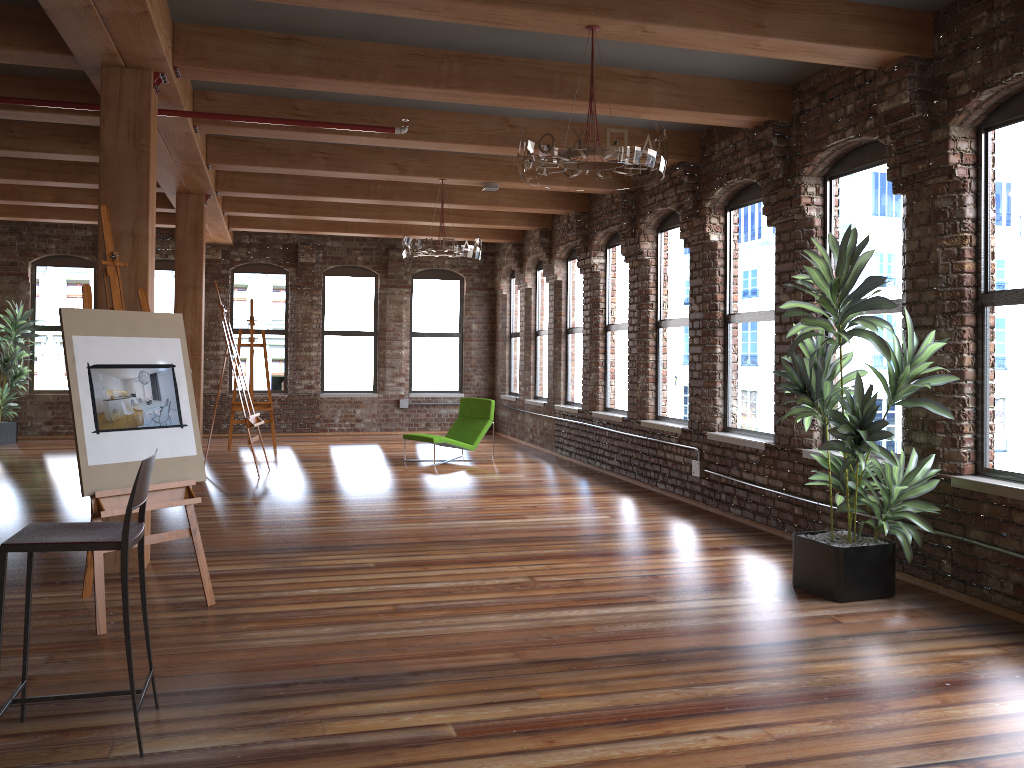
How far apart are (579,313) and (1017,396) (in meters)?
7.25

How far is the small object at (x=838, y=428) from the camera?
4.8m

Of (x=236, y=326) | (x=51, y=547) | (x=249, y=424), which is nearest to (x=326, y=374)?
(x=236, y=326)

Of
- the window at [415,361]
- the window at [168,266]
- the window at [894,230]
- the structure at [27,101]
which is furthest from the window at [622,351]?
the window at [168,266]

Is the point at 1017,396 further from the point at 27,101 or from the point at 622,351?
Answer: the point at 27,101

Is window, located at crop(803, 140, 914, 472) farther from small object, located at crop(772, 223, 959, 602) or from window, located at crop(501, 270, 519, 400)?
window, located at crop(501, 270, 519, 400)

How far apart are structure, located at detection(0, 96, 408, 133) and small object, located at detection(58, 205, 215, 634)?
1.7 meters

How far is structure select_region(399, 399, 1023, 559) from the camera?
8.0 meters

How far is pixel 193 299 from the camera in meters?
9.6 m

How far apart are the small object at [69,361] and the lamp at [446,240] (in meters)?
3.83
